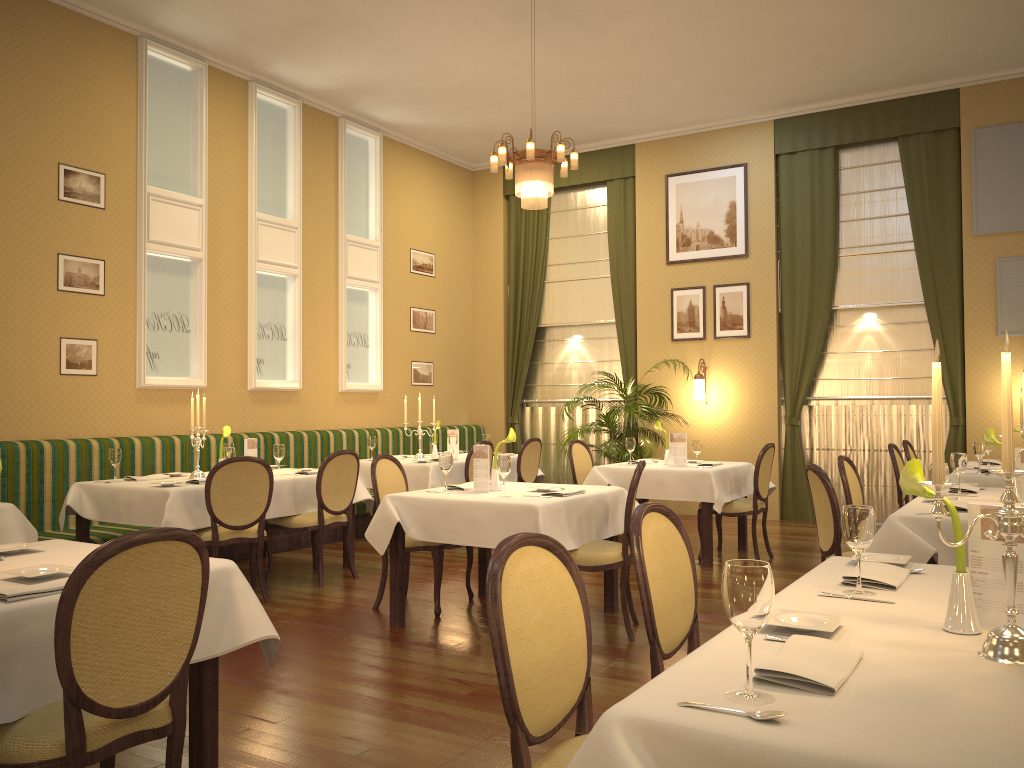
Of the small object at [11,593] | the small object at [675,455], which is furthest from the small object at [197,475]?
the small object at [11,593]

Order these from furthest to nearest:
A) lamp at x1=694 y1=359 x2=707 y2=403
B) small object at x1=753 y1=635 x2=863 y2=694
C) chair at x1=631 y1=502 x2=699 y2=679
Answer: lamp at x1=694 y1=359 x2=707 y2=403, chair at x1=631 y1=502 x2=699 y2=679, small object at x1=753 y1=635 x2=863 y2=694

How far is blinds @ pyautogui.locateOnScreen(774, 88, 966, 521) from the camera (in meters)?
8.86

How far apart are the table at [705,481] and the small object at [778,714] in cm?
545

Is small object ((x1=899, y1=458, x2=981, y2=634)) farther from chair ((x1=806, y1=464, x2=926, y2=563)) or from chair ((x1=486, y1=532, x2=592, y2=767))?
chair ((x1=806, y1=464, x2=926, y2=563))

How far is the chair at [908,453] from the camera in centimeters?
739cm

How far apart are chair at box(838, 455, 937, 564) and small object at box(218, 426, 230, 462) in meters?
4.2

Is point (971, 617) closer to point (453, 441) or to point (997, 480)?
point (997, 480)

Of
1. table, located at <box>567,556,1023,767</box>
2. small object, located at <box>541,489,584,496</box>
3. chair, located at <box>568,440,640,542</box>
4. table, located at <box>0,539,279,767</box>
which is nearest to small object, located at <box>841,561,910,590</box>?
table, located at <box>567,556,1023,767</box>

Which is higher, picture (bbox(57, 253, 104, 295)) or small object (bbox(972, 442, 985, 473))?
picture (bbox(57, 253, 104, 295))
